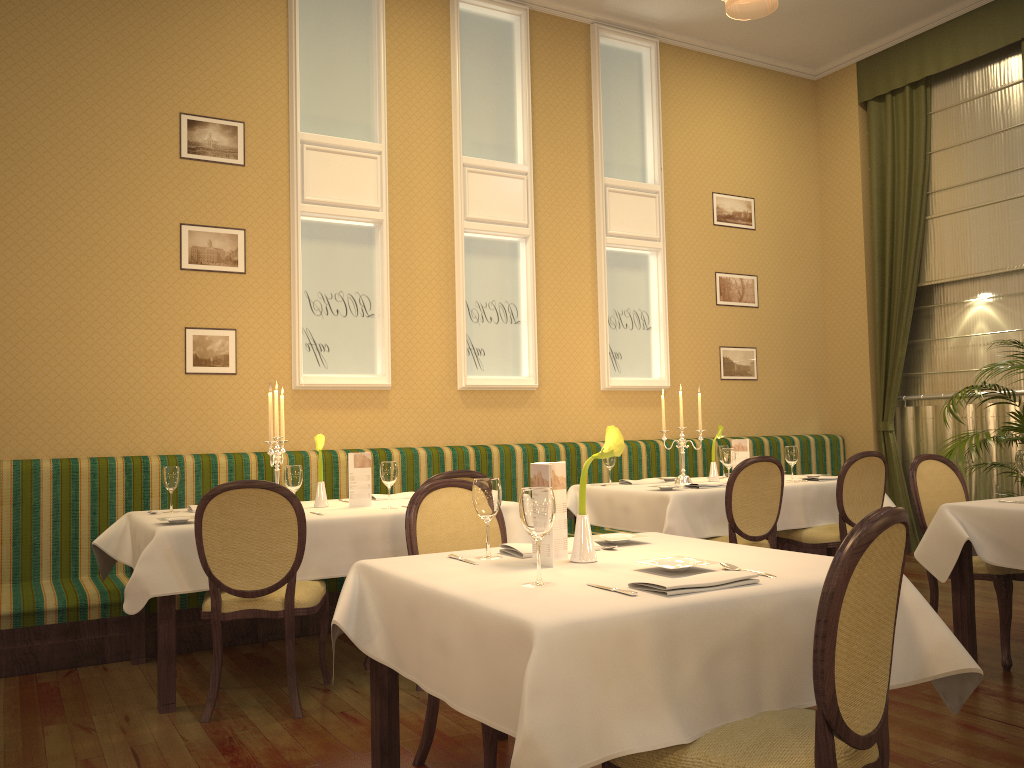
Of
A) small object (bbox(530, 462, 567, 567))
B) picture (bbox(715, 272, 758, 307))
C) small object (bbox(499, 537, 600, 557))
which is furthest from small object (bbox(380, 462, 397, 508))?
picture (bbox(715, 272, 758, 307))

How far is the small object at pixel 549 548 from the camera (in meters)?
2.37

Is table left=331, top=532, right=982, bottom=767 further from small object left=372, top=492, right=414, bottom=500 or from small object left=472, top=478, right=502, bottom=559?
small object left=372, top=492, right=414, bottom=500

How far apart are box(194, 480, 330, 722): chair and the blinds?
5.6m

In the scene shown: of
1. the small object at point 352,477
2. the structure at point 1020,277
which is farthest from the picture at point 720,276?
the small object at point 352,477

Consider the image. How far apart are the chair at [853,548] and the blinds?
6.3 meters

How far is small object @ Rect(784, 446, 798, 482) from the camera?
5.6m

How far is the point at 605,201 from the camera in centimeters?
713cm

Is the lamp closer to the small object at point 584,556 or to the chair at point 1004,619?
the small object at point 584,556

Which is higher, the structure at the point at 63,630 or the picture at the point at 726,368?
the picture at the point at 726,368
